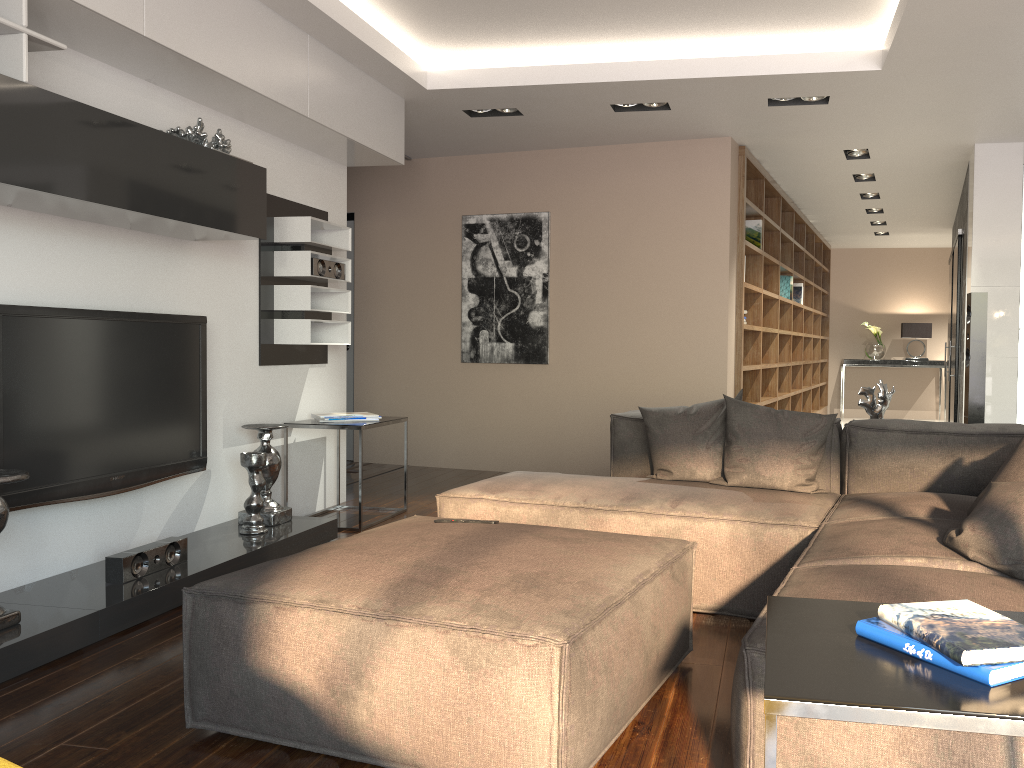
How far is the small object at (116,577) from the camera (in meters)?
3.35

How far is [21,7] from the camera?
2.79m

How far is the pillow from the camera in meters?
2.2 m

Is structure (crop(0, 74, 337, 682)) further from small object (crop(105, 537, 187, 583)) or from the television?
the television

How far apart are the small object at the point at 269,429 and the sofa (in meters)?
1.08

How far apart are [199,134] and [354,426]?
1.70m

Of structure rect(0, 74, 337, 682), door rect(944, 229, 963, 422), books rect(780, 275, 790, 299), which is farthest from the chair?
books rect(780, 275, 790, 299)

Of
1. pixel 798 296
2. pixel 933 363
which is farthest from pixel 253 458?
pixel 933 363

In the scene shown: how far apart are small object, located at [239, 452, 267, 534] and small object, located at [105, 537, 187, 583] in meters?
0.5

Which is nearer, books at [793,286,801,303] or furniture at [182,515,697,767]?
furniture at [182,515,697,767]
